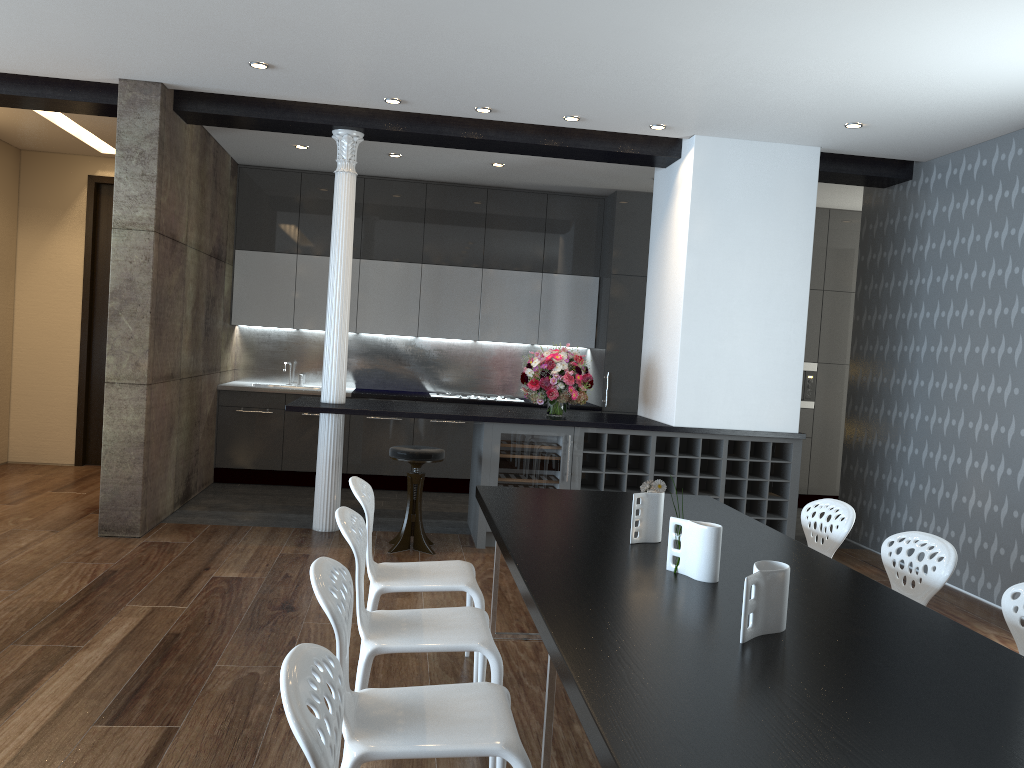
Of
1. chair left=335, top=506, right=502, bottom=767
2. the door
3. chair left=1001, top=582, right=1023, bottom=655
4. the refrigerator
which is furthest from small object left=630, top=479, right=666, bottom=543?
the door

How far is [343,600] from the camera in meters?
2.2

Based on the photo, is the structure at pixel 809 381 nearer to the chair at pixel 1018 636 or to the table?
the table

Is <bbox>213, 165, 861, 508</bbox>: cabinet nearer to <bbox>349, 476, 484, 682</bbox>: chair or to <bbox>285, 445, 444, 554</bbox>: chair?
<bbox>285, 445, 444, 554</bbox>: chair

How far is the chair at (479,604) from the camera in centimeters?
357cm

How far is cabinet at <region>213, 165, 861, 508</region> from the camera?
8.3m

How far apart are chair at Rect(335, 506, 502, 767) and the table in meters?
0.2 m

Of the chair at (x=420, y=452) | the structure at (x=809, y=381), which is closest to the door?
the chair at (x=420, y=452)

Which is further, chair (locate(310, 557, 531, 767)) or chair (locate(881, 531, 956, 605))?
chair (locate(881, 531, 956, 605))

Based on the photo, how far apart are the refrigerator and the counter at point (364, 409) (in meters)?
0.07
